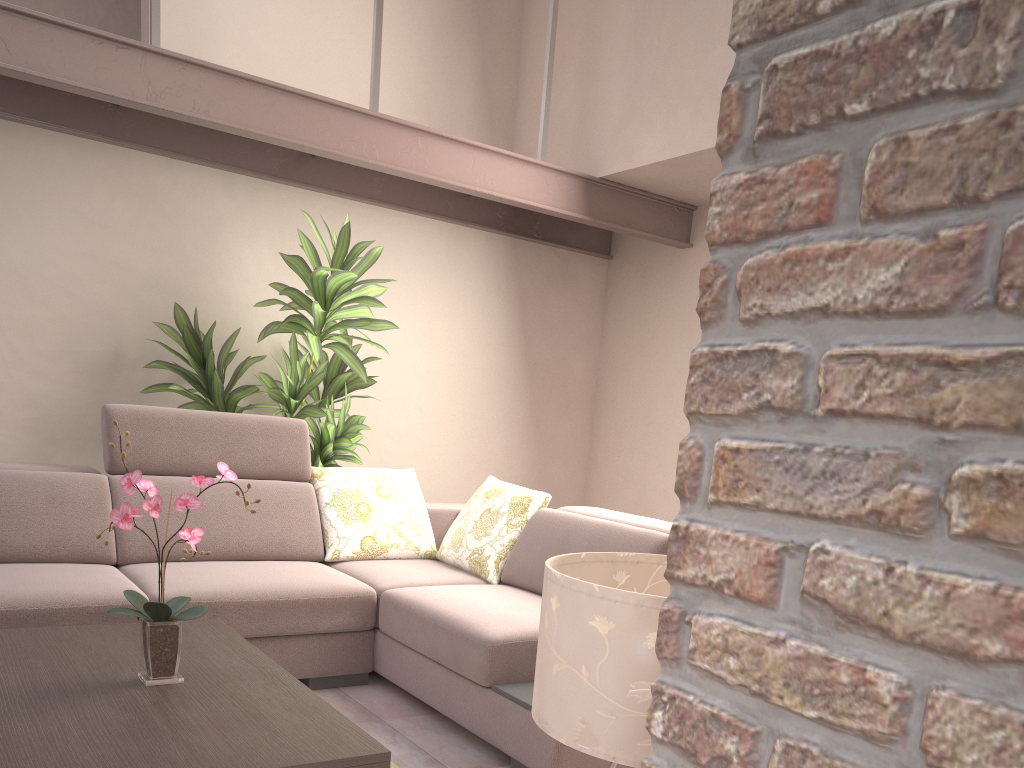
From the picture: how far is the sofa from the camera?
2.8 meters

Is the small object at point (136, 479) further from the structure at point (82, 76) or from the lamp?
the structure at point (82, 76)

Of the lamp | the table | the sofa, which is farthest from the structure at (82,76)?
the lamp

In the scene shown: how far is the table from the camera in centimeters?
170cm

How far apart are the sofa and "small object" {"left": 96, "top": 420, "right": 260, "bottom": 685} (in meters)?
0.80

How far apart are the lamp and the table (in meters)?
0.70

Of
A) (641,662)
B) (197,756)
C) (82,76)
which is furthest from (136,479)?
(82,76)

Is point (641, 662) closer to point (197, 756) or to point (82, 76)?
point (197, 756)

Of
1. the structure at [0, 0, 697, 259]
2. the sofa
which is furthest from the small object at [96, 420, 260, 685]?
the structure at [0, 0, 697, 259]

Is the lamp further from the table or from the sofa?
the sofa
